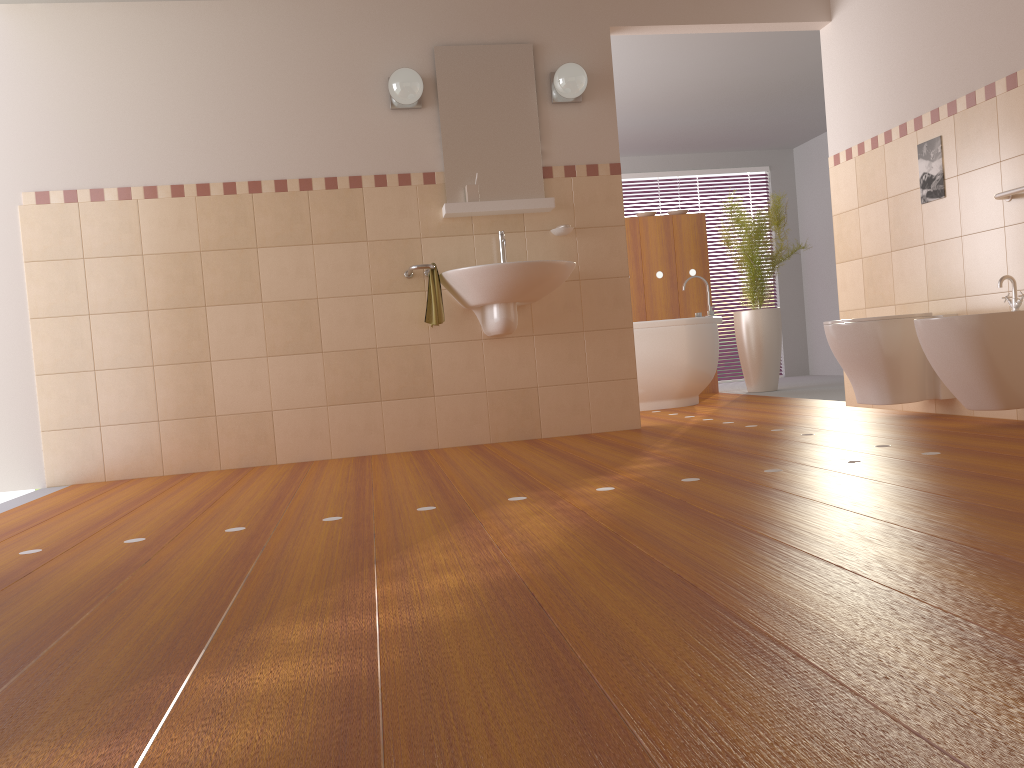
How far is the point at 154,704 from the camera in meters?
1.2 m

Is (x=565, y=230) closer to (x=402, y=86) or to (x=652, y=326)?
(x=402, y=86)

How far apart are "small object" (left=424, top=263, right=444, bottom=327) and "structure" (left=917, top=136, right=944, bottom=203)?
2.3m

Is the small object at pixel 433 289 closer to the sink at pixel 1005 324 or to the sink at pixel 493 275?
the sink at pixel 493 275

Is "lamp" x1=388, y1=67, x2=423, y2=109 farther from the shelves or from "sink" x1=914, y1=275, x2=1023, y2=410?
"sink" x1=914, y1=275, x2=1023, y2=410

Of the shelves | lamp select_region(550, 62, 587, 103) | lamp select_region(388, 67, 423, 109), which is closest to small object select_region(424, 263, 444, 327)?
the shelves

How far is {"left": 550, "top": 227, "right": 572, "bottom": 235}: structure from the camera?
4.5 meters

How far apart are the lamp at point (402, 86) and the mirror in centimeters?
12cm

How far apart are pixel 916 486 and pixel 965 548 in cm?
72

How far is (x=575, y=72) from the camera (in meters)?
4.37
